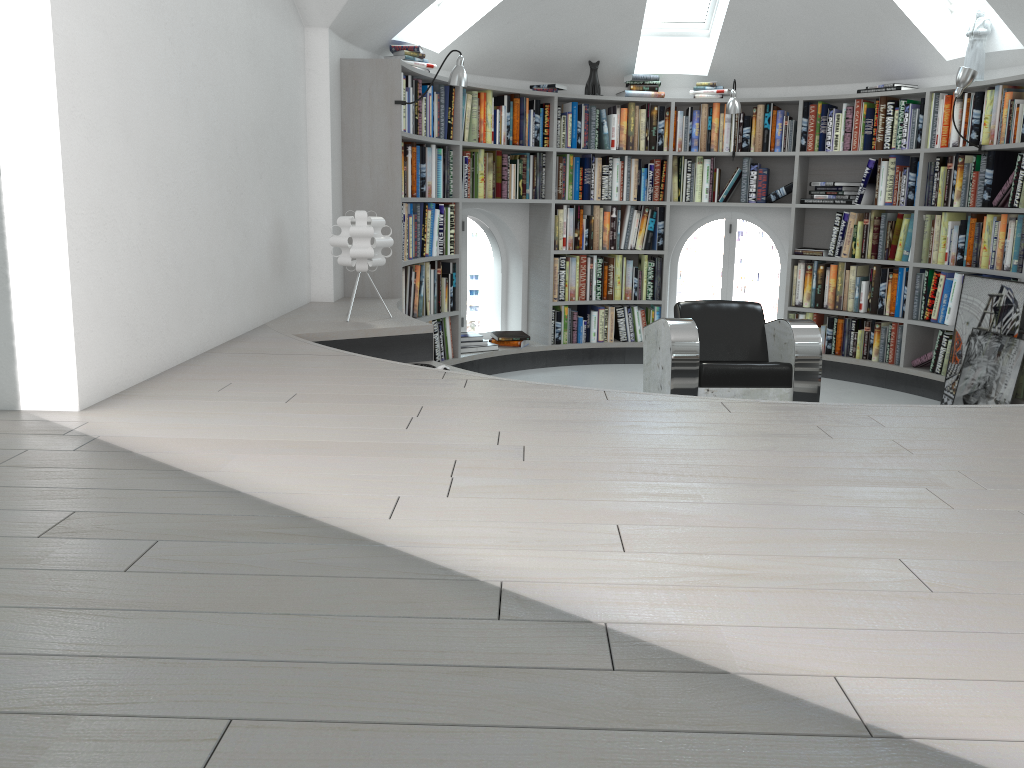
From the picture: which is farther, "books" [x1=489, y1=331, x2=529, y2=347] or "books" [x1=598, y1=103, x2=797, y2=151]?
Result: "books" [x1=489, y1=331, x2=529, y2=347]

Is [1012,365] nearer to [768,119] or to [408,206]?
[768,119]

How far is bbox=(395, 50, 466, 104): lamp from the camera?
5.0 meters

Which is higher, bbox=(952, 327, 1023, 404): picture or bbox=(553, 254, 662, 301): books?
bbox=(553, 254, 662, 301): books

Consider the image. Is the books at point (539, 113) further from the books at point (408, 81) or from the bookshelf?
the books at point (408, 81)

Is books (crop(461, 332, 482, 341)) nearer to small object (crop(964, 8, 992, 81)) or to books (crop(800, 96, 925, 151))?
books (crop(800, 96, 925, 151))

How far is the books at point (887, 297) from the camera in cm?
627

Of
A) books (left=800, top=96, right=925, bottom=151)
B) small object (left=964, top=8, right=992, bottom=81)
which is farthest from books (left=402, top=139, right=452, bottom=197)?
small object (left=964, top=8, right=992, bottom=81)

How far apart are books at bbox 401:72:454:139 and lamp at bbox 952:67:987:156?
3.13m

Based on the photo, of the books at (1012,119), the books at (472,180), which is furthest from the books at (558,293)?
the books at (1012,119)
